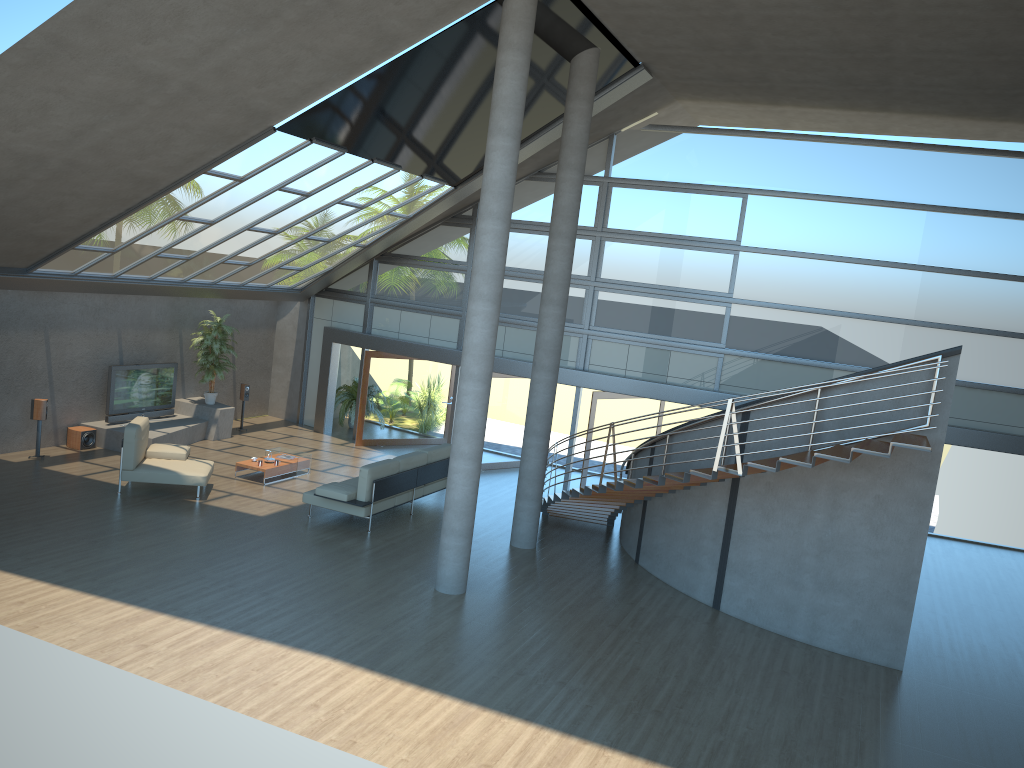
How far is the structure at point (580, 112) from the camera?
11.9m

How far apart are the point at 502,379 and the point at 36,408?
8.06m

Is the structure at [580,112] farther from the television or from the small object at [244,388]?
the small object at [244,388]

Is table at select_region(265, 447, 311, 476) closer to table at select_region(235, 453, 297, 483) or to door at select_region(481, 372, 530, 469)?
table at select_region(235, 453, 297, 483)

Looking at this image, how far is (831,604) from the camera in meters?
10.1

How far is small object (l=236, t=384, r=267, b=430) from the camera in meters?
18.1 m

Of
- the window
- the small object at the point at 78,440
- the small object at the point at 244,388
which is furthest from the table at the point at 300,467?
the window

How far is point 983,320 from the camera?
14.3m

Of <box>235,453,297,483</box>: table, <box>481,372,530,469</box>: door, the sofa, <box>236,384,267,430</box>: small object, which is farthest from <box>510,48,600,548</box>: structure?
<box>236,384,267,430</box>: small object

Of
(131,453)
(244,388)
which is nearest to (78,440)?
(131,453)
